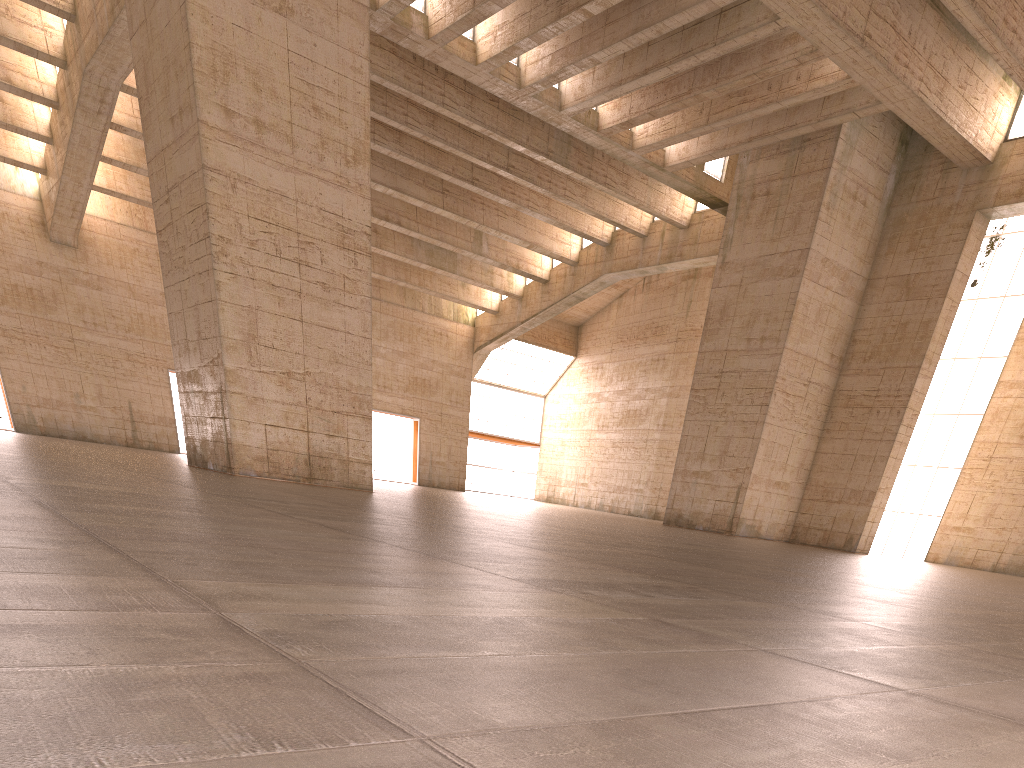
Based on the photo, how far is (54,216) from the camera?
31.53m
